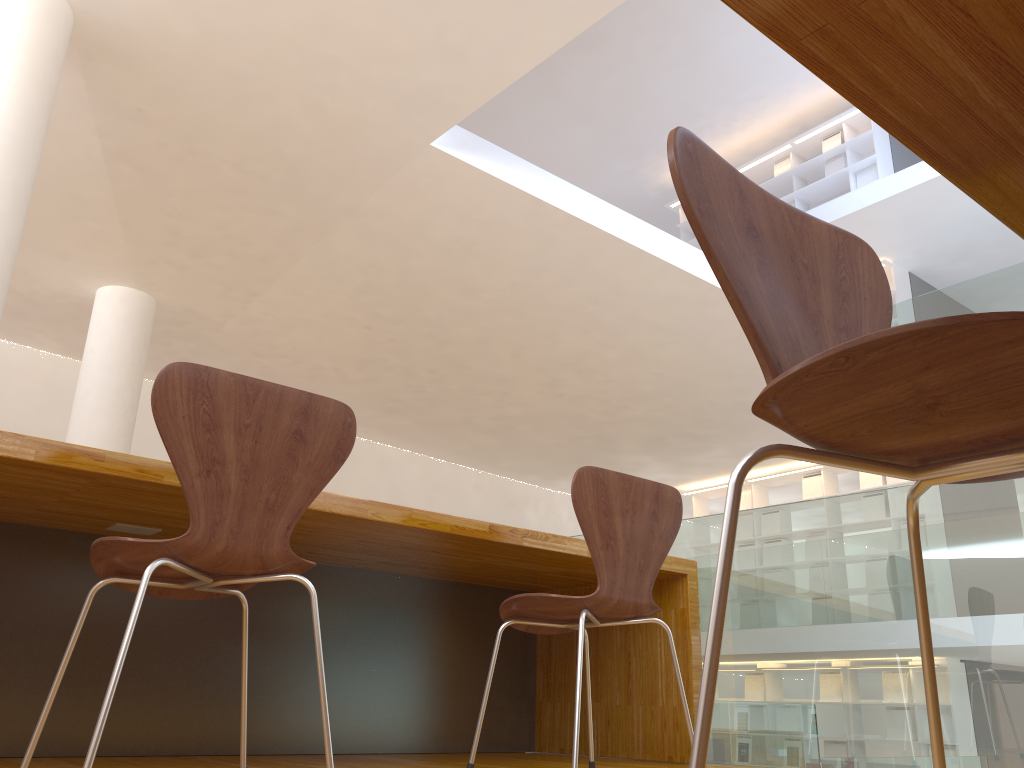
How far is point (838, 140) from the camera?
10.53m

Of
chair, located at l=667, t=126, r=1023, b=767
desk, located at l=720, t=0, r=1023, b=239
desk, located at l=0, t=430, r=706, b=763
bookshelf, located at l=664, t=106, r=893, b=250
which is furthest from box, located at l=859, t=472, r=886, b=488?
desk, located at l=720, t=0, r=1023, b=239

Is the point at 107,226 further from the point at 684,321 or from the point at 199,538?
the point at 199,538

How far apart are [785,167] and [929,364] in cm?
1122

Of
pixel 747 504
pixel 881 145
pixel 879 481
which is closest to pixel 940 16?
pixel 879 481

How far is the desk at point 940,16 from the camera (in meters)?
0.56

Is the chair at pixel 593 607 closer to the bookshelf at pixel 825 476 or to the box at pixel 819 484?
the bookshelf at pixel 825 476

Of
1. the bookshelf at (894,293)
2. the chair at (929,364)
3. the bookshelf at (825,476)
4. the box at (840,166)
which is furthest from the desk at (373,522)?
the box at (840,166)

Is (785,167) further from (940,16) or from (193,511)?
(940,16)

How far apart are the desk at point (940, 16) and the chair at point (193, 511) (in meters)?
1.20
